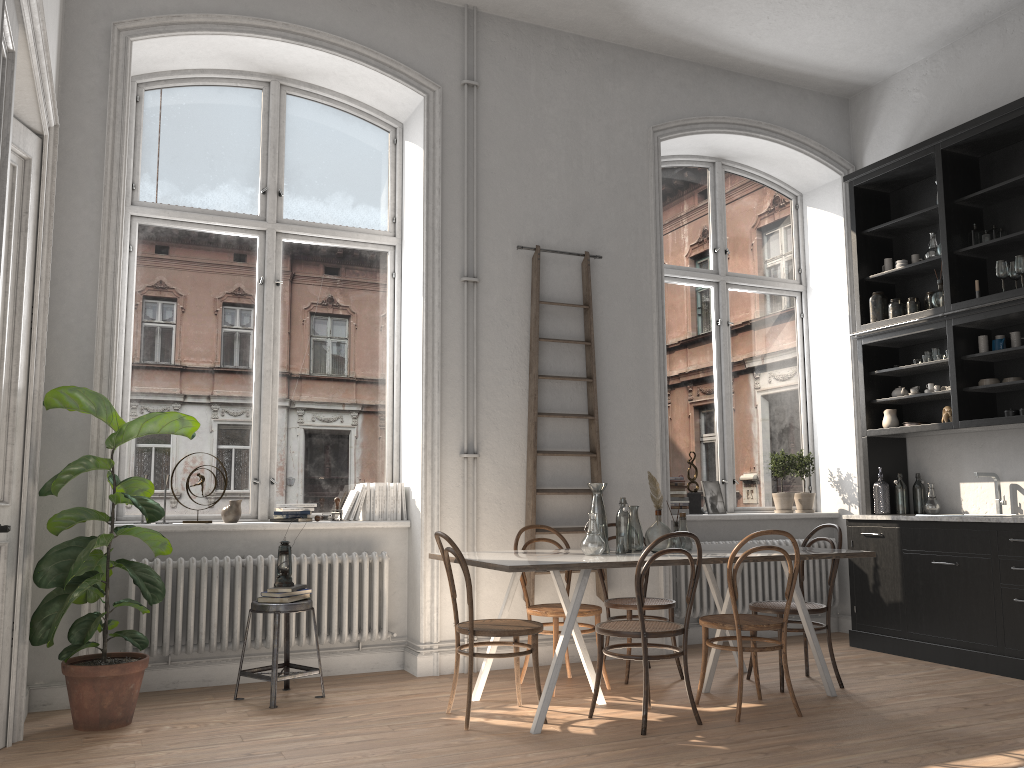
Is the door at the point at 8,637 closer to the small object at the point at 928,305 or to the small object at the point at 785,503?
the small object at the point at 785,503

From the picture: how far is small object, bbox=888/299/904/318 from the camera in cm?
654

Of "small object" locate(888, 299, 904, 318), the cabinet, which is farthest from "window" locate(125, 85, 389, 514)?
"small object" locate(888, 299, 904, 318)

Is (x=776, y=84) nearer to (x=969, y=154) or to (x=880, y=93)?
(x=880, y=93)

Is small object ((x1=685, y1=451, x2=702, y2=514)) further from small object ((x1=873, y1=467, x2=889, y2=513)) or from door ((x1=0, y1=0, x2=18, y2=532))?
door ((x1=0, y1=0, x2=18, y2=532))

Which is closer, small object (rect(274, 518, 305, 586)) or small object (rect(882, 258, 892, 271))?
small object (rect(274, 518, 305, 586))

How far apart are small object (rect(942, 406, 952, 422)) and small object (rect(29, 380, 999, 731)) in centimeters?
486cm

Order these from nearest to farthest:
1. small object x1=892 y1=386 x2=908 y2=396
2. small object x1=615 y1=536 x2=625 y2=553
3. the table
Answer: the table
small object x1=615 y1=536 x2=625 y2=553
small object x1=892 y1=386 x2=908 y2=396

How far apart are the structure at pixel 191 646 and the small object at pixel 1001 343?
3.48m

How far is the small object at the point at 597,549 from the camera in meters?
4.6 m
